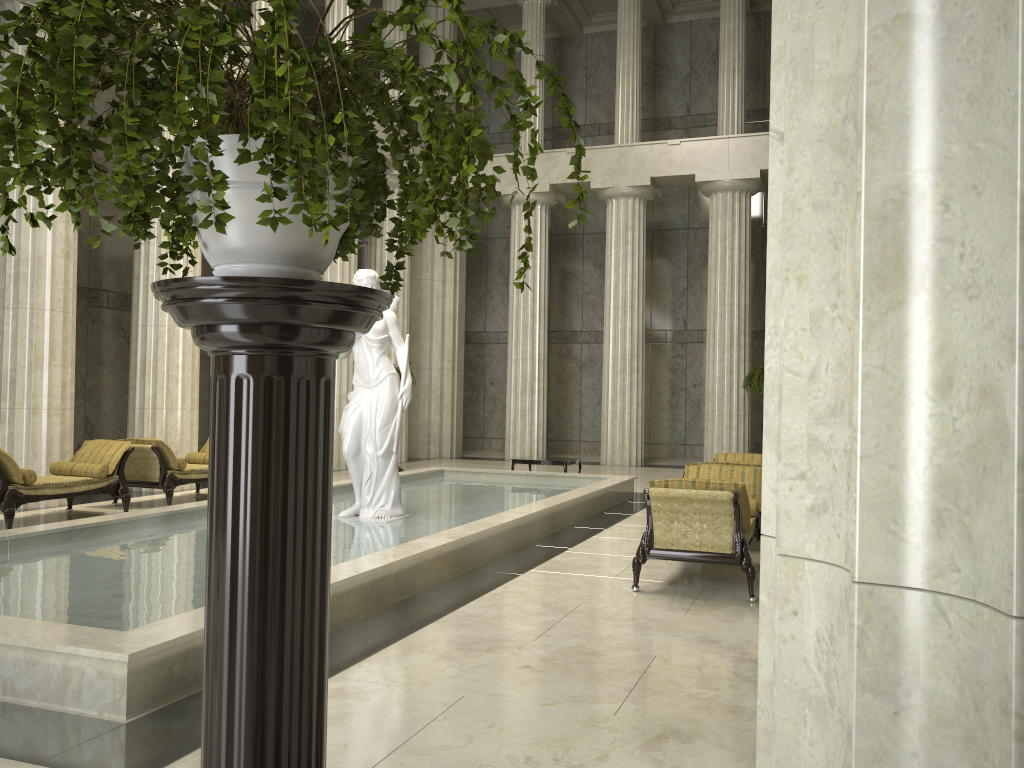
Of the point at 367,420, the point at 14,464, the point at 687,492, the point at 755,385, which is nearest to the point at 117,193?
the point at 687,492

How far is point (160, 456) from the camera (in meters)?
11.85

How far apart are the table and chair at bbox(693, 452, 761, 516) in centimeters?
497cm

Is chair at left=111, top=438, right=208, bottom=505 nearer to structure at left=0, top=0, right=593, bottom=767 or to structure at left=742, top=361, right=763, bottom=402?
structure at left=742, top=361, right=763, bottom=402

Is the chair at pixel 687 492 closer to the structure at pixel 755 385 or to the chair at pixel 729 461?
the chair at pixel 729 461

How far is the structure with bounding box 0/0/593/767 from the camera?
1.3 meters

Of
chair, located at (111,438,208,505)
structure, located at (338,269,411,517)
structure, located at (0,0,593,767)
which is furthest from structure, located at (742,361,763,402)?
structure, located at (0,0,593,767)

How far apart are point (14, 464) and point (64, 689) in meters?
6.3 m

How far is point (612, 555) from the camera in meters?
8.9 m

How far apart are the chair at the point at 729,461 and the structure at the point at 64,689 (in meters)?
1.80
